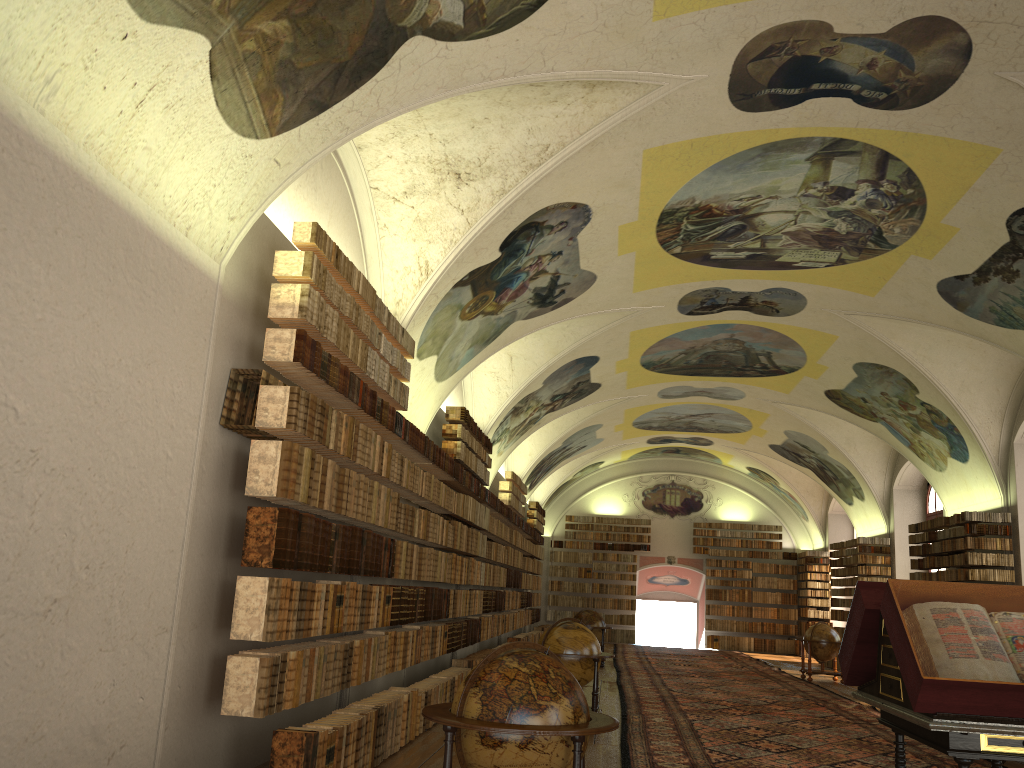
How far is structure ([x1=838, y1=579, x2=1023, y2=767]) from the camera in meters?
4.8 m

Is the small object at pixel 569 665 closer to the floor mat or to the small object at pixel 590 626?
the floor mat

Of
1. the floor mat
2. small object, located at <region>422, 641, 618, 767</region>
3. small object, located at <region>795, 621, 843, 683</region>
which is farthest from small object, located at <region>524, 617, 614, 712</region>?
small object, located at <region>795, 621, 843, 683</region>

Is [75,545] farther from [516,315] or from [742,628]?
[742,628]

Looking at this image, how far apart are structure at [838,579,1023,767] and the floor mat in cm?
Result: 369

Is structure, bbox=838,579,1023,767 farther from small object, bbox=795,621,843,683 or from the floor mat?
small object, bbox=795,621,843,683

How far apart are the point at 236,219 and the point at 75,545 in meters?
2.9 m

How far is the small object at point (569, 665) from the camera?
11.76m

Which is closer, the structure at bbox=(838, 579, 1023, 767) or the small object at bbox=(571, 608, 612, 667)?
the structure at bbox=(838, 579, 1023, 767)

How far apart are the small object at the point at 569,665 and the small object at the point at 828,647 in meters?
11.6 m
